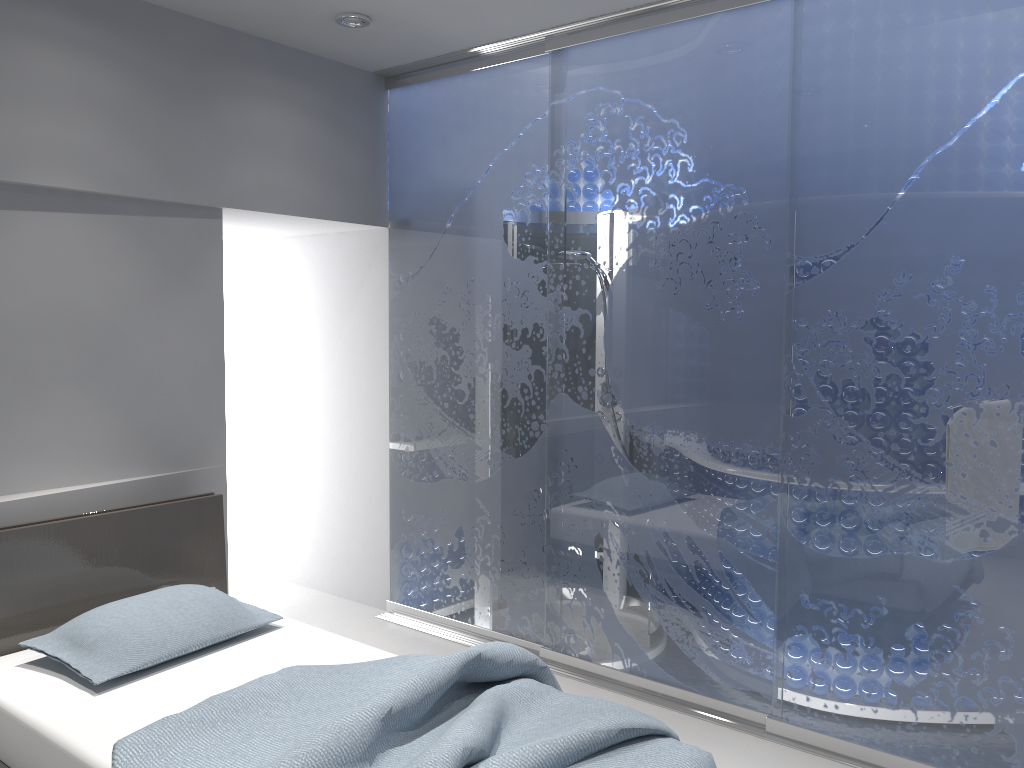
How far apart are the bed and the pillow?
0.0 meters

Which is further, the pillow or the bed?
the pillow

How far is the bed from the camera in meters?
2.1

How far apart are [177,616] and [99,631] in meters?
0.2 m

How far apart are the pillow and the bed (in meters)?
0.04

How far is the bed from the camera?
2.1 meters

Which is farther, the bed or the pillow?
the pillow

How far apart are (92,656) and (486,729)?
1.35m

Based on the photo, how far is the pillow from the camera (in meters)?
2.72
